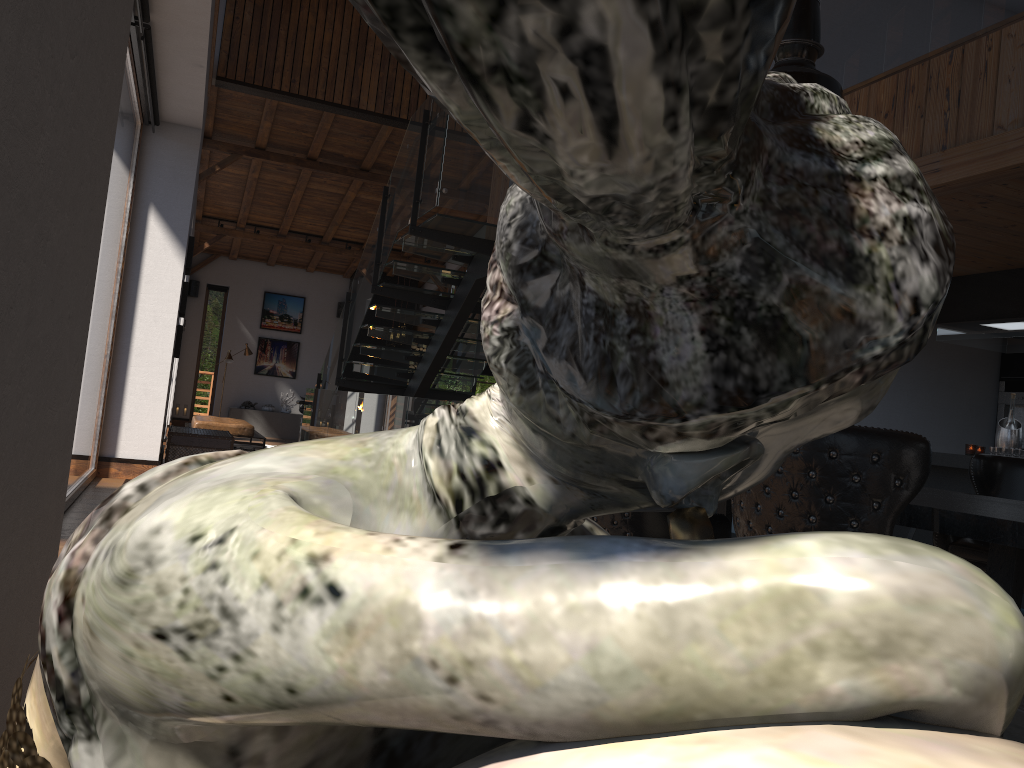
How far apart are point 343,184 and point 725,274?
15.56m

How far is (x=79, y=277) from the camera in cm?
107

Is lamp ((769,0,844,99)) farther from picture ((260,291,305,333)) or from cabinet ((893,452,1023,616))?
picture ((260,291,305,333))

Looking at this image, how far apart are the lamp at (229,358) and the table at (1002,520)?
14.5m

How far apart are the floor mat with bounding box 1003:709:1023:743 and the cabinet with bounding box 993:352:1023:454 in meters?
5.3 m

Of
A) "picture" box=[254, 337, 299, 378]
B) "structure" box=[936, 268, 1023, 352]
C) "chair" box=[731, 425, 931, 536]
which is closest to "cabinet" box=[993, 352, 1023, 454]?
"structure" box=[936, 268, 1023, 352]

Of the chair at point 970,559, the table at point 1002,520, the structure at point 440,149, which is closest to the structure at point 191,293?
the structure at point 440,149

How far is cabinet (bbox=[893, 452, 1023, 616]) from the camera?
6.0 meters

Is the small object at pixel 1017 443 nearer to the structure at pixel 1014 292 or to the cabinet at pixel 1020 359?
the structure at pixel 1014 292

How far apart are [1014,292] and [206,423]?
11.3 meters
